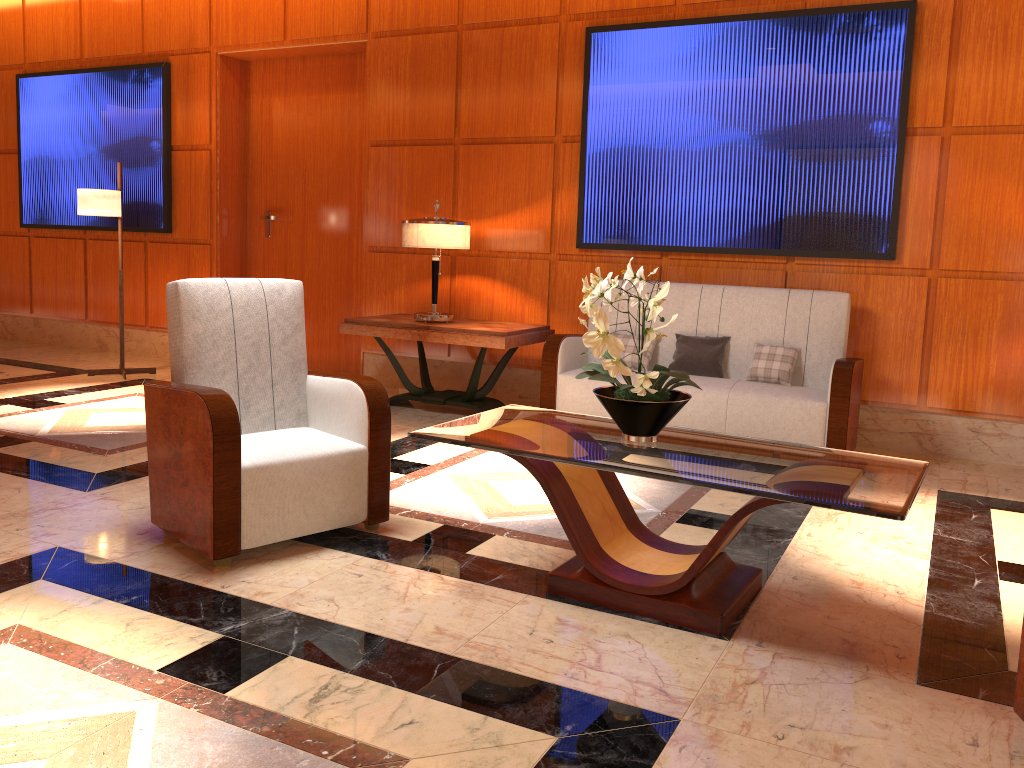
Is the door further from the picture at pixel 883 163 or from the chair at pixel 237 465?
the chair at pixel 237 465

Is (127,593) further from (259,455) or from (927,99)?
(927,99)

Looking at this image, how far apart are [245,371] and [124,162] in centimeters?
536cm

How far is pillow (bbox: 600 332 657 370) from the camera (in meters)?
5.42

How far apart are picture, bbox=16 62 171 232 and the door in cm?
52

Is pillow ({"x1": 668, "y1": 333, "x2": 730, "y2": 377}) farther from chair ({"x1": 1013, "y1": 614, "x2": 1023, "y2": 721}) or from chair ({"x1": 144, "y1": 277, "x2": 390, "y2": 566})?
chair ({"x1": 1013, "y1": 614, "x2": 1023, "y2": 721})

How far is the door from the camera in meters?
7.2

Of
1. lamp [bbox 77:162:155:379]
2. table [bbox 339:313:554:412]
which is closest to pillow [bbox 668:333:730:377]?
table [bbox 339:313:554:412]

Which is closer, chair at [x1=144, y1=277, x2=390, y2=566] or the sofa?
chair at [x1=144, y1=277, x2=390, y2=566]

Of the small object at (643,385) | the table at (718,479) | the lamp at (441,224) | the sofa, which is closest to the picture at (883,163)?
the sofa
